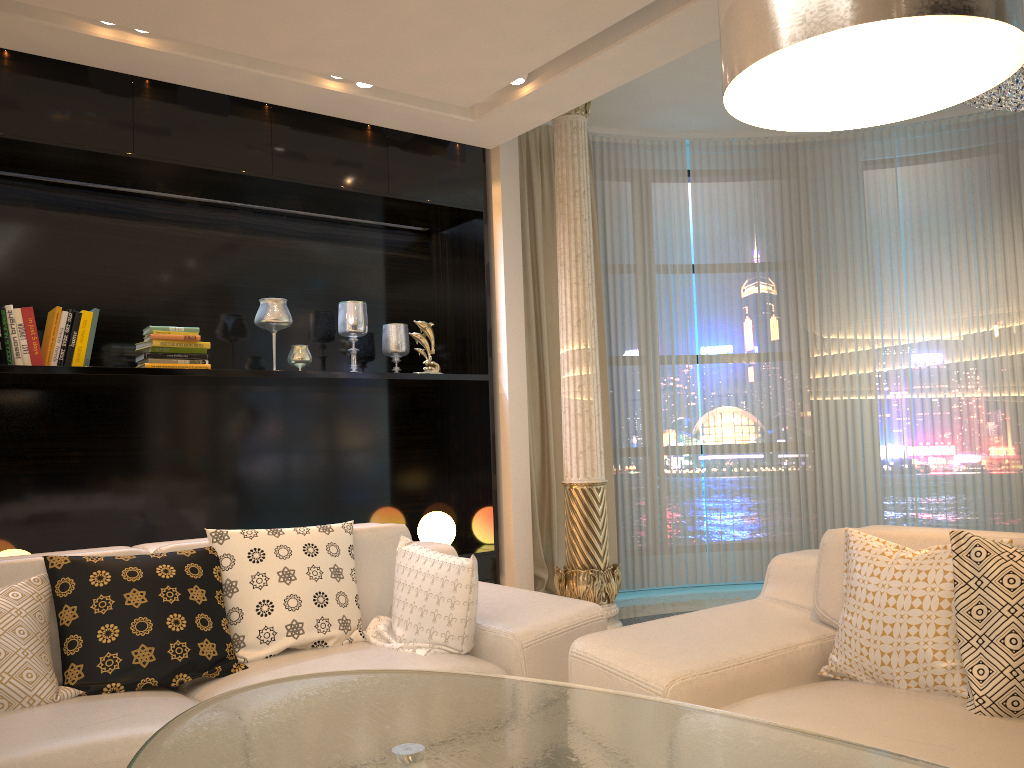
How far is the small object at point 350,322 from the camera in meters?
4.7

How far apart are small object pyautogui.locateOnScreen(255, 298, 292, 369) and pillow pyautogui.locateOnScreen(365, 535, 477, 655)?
1.8 meters

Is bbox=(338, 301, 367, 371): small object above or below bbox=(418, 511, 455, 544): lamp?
above

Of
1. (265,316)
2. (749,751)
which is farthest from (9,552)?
(749,751)

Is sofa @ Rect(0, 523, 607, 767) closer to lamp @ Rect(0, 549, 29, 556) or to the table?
the table

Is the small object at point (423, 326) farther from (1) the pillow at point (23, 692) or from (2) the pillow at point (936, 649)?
(2) the pillow at point (936, 649)

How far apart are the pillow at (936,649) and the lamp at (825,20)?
1.2 meters

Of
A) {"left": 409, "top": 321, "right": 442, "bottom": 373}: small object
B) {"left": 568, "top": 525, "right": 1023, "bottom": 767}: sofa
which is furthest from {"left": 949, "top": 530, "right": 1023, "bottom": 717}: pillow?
{"left": 409, "top": 321, "right": 442, "bottom": 373}: small object

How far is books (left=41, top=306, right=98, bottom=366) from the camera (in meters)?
3.68

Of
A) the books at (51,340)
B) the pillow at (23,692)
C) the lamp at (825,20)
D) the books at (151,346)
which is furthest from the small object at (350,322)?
the lamp at (825,20)
